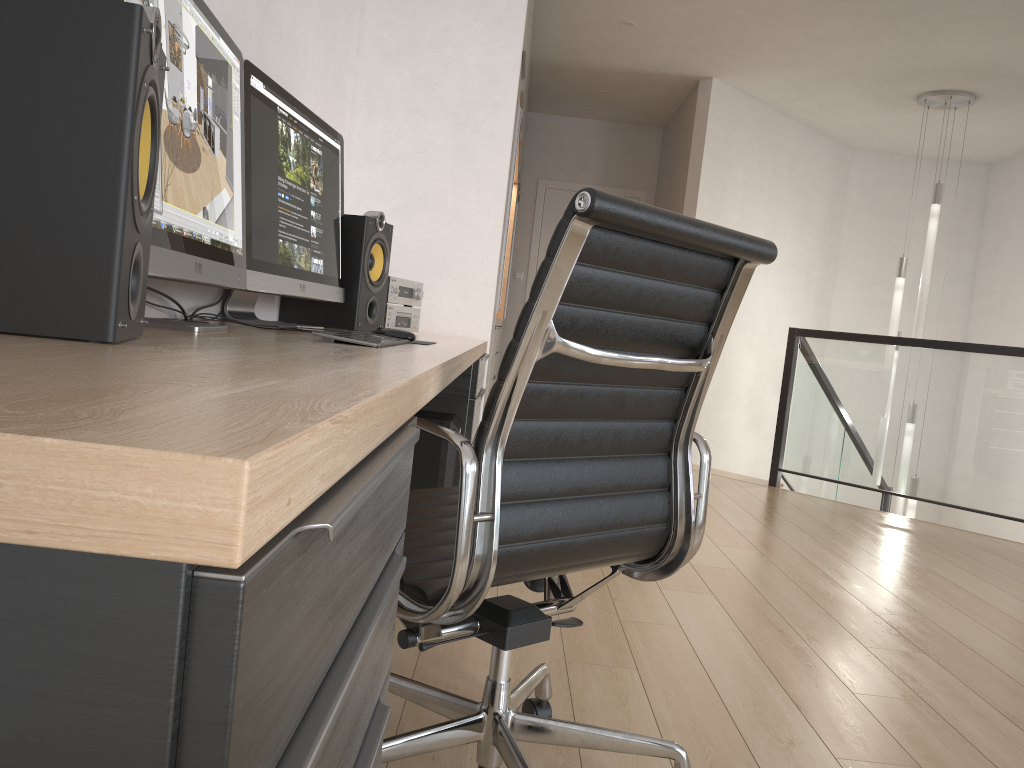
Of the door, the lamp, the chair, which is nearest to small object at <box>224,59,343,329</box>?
the chair

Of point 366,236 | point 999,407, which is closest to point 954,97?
point 999,407

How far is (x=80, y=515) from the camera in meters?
0.3

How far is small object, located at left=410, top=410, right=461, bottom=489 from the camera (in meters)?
2.50

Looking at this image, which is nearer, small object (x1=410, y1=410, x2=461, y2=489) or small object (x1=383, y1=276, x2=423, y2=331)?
small object (x1=410, y1=410, x2=461, y2=489)

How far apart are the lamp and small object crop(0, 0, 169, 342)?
5.9m

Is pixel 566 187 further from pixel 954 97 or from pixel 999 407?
pixel 999 407

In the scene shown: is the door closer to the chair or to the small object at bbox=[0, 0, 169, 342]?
the chair

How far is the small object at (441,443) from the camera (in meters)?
2.50

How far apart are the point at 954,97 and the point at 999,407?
2.44m
